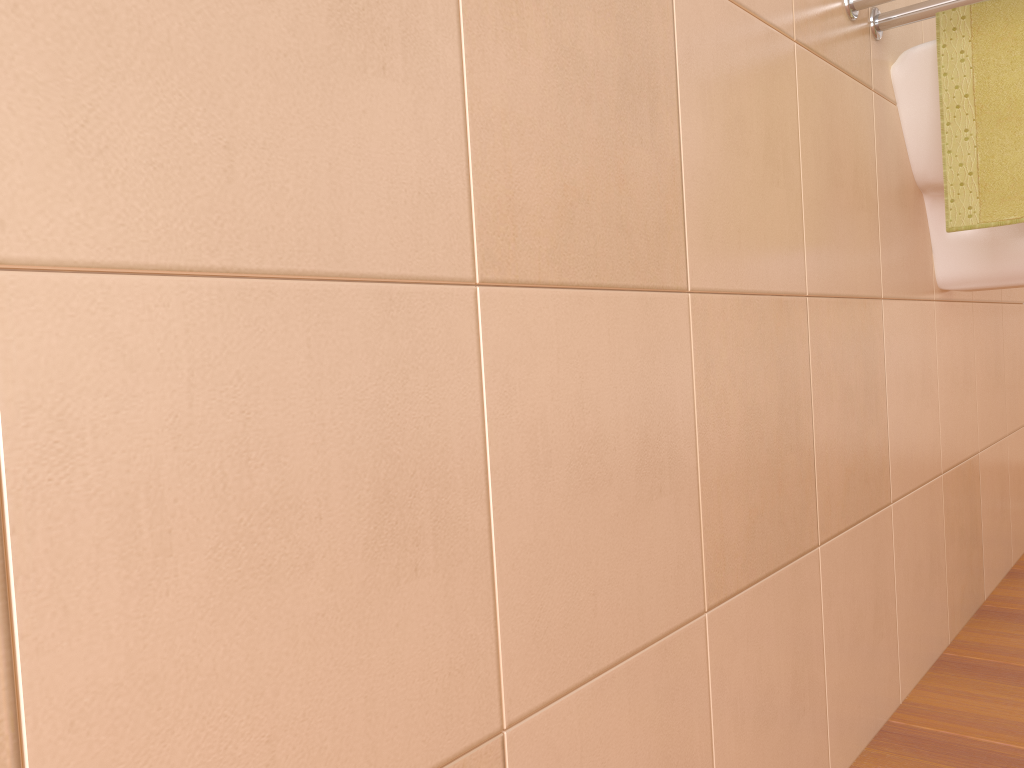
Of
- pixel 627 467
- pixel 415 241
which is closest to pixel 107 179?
pixel 415 241

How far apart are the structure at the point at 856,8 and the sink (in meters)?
0.05

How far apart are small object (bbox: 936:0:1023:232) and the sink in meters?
0.0

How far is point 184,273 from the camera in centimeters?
38cm

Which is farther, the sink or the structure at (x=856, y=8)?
the sink

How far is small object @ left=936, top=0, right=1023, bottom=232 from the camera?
1.1m

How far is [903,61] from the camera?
1.18m

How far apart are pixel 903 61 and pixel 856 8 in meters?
0.2

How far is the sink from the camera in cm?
118

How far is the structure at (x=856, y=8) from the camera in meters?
1.1
